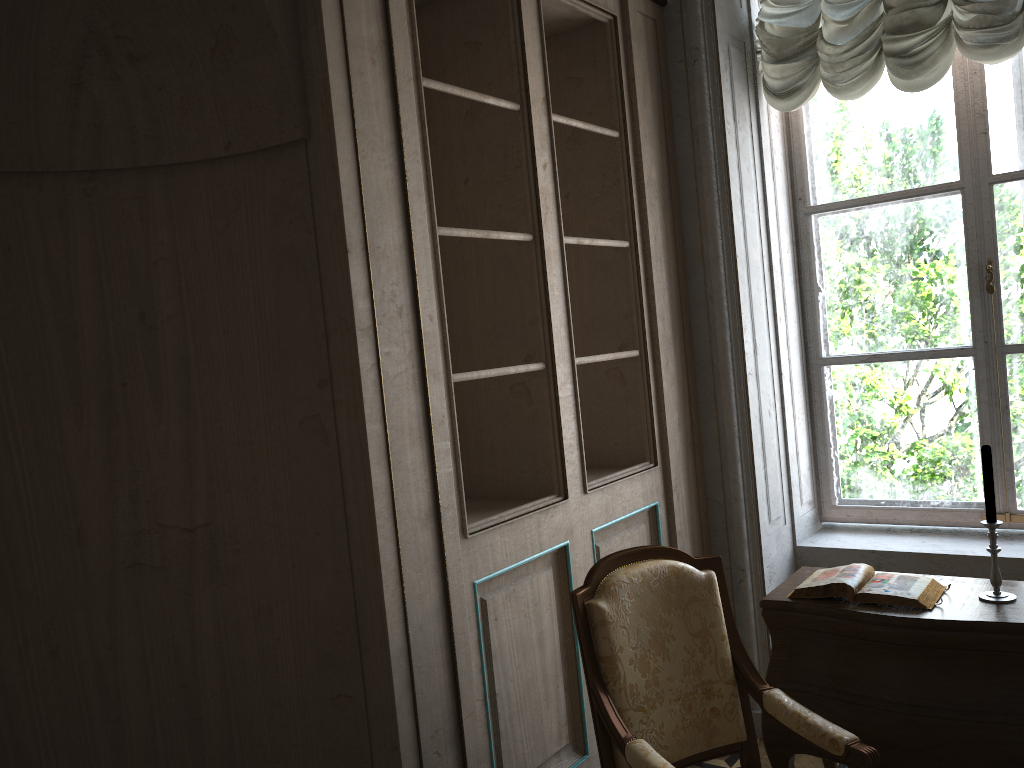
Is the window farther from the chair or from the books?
the chair

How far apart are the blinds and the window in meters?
0.3

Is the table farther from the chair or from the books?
the chair

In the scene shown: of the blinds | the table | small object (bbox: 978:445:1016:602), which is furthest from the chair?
the blinds

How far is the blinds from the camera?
3.08m

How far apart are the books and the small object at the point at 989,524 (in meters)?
0.11

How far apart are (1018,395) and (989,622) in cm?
149

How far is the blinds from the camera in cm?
308

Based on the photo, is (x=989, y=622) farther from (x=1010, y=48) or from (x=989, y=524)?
(x=1010, y=48)

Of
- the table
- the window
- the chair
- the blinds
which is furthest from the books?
the blinds
